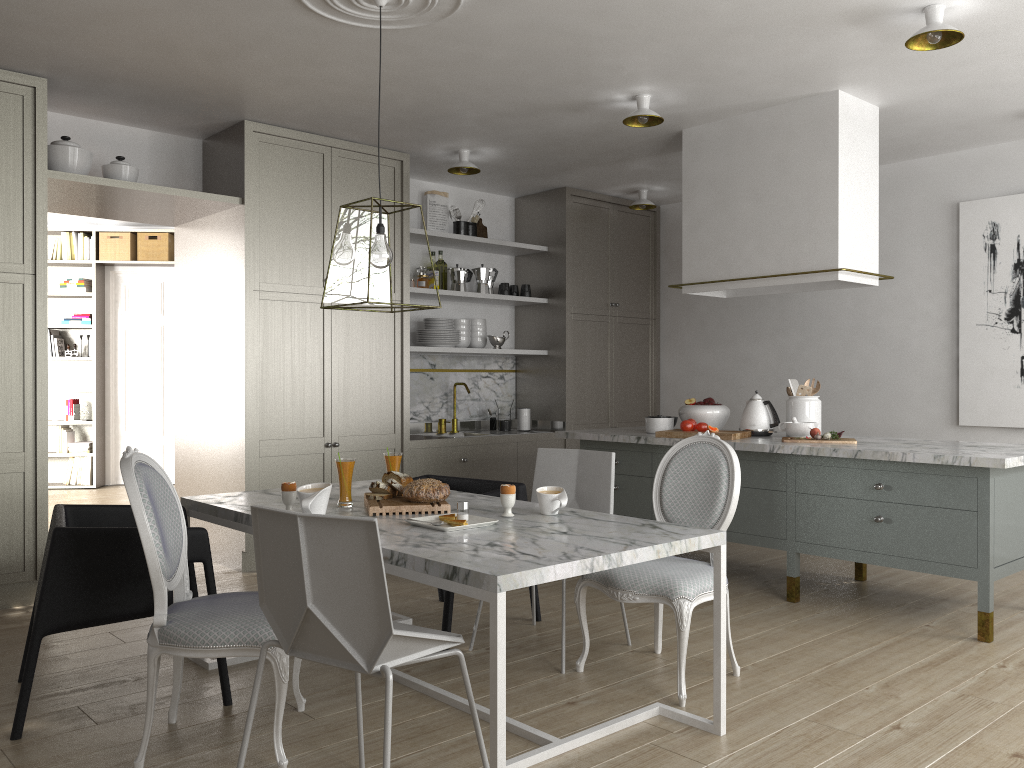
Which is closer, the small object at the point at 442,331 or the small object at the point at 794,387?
the small object at the point at 794,387

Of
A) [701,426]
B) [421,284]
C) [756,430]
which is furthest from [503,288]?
[756,430]

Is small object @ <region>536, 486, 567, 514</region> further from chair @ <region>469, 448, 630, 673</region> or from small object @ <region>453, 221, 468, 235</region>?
small object @ <region>453, 221, 468, 235</region>

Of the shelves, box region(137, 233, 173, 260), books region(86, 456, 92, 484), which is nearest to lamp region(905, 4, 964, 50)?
the shelves

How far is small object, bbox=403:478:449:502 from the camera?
2.9 meters

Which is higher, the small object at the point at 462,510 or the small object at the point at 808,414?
the small object at the point at 808,414

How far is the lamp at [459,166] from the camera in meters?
5.2 m

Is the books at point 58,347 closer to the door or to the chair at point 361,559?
the door

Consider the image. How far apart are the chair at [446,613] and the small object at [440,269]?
2.3m

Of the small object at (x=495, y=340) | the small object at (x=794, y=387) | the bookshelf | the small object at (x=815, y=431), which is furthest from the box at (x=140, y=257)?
the small object at (x=815, y=431)
